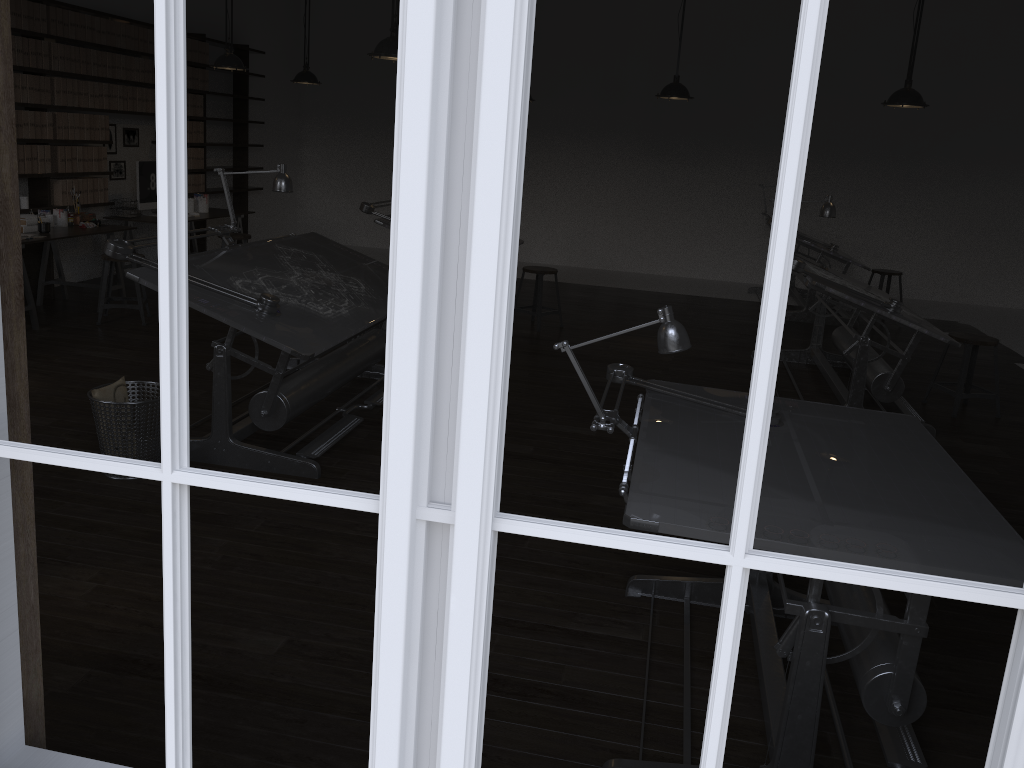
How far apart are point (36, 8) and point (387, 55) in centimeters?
364cm

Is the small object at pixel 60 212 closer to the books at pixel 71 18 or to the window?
the books at pixel 71 18

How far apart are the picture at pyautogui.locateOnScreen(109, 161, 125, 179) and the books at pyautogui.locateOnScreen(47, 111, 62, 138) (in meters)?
1.10

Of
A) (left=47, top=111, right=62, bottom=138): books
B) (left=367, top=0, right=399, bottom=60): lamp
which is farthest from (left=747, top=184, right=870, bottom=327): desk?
(left=47, top=111, right=62, bottom=138): books

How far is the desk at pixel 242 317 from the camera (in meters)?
3.93

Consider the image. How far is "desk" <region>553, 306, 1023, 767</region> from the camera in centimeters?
199cm

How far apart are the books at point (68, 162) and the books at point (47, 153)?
0.3 meters

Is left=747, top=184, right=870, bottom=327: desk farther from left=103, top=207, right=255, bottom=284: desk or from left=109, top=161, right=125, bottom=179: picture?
left=109, top=161, right=125, bottom=179: picture

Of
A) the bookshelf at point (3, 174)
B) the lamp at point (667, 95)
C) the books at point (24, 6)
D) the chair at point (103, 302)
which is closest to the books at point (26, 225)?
the chair at point (103, 302)

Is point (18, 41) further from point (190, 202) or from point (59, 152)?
point (190, 202)
